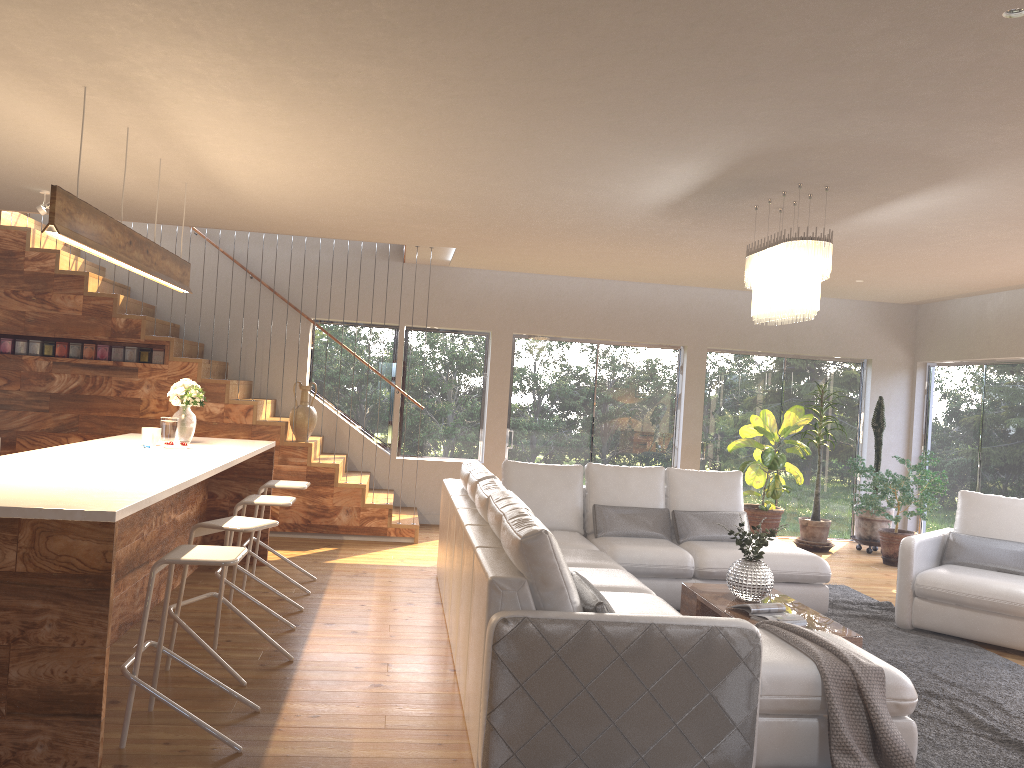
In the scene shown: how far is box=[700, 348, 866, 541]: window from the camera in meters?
10.1 m

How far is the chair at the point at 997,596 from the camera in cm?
570

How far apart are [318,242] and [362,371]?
1.5m

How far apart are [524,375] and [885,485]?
3.9 meters

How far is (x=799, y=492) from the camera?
10.3 meters

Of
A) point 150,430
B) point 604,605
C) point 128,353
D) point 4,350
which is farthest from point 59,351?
point 604,605

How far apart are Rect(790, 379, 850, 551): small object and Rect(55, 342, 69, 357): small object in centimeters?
749cm

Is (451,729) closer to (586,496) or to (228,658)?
(228,658)

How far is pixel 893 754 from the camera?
3.4m

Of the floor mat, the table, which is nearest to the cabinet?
the table
